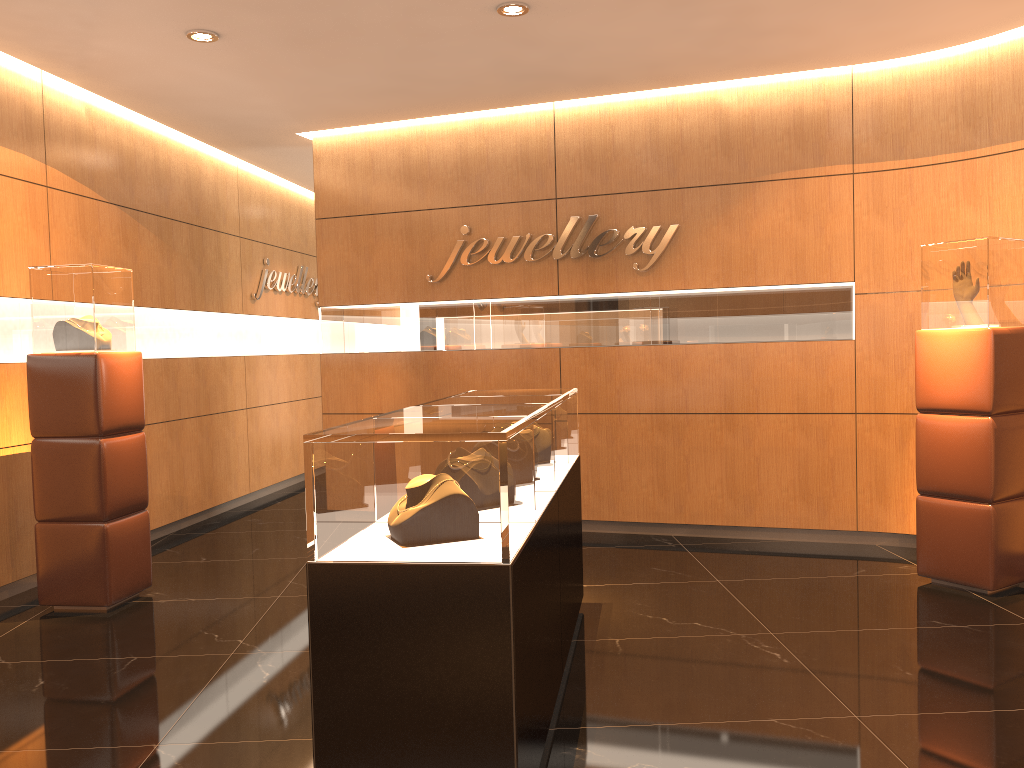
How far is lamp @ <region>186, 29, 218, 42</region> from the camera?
5.1m

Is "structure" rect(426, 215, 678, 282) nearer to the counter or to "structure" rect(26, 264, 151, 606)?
the counter

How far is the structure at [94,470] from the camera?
5.05m

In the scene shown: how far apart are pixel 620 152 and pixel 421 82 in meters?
1.6 m

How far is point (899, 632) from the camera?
4.38m

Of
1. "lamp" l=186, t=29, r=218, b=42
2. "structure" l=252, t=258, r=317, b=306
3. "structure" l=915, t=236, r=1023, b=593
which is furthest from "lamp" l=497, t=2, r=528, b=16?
"structure" l=252, t=258, r=317, b=306

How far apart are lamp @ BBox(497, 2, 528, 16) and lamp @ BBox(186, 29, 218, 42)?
1.67m

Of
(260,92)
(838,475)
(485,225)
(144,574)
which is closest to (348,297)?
(485,225)

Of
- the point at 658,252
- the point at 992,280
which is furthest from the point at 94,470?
the point at 992,280

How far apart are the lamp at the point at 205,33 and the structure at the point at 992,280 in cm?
430
